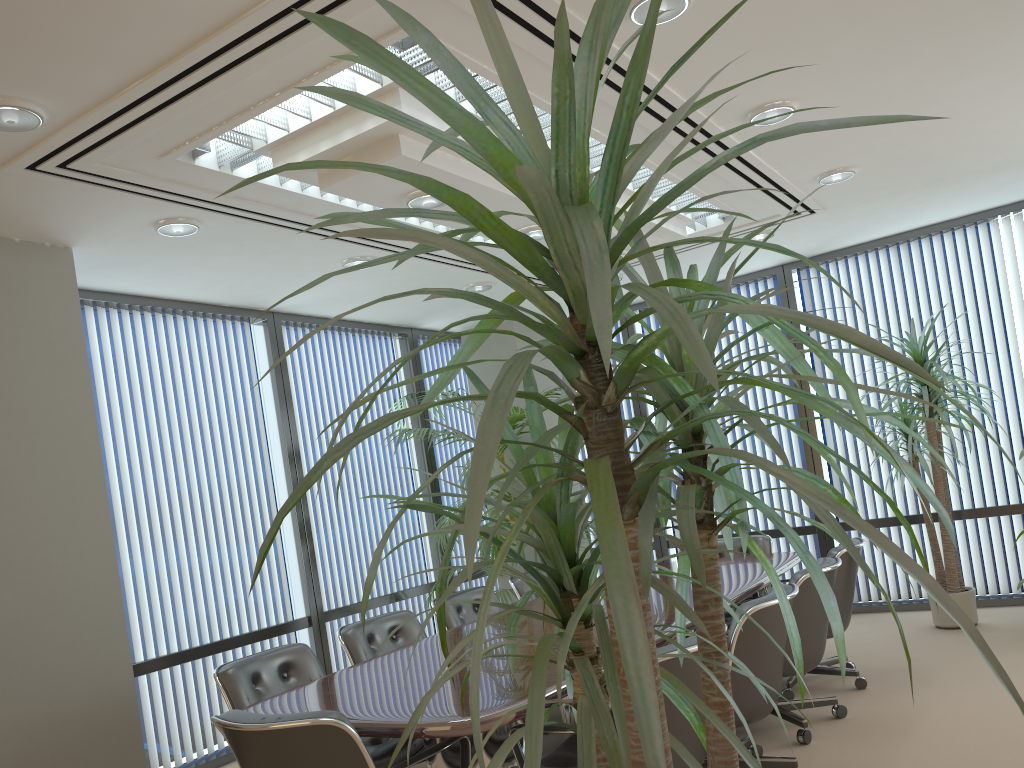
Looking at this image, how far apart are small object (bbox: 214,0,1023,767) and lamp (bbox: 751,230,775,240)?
5.4 meters

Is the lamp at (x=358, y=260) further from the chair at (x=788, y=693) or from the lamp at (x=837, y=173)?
the chair at (x=788, y=693)

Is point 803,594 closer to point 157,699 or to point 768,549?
point 768,549

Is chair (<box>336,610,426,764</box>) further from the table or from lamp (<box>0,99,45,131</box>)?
lamp (<box>0,99,45,131</box>)

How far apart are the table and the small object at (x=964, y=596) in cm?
118

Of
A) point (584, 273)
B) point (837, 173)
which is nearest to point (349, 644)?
point (837, 173)

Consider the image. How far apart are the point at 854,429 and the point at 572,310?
0.36m

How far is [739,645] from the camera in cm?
354

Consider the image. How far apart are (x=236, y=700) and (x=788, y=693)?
3.03m

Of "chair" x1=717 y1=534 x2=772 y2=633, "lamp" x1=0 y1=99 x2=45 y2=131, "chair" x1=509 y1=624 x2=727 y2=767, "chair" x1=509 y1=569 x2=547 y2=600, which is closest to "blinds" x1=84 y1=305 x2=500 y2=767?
→ "chair" x1=509 y1=569 x2=547 y2=600
